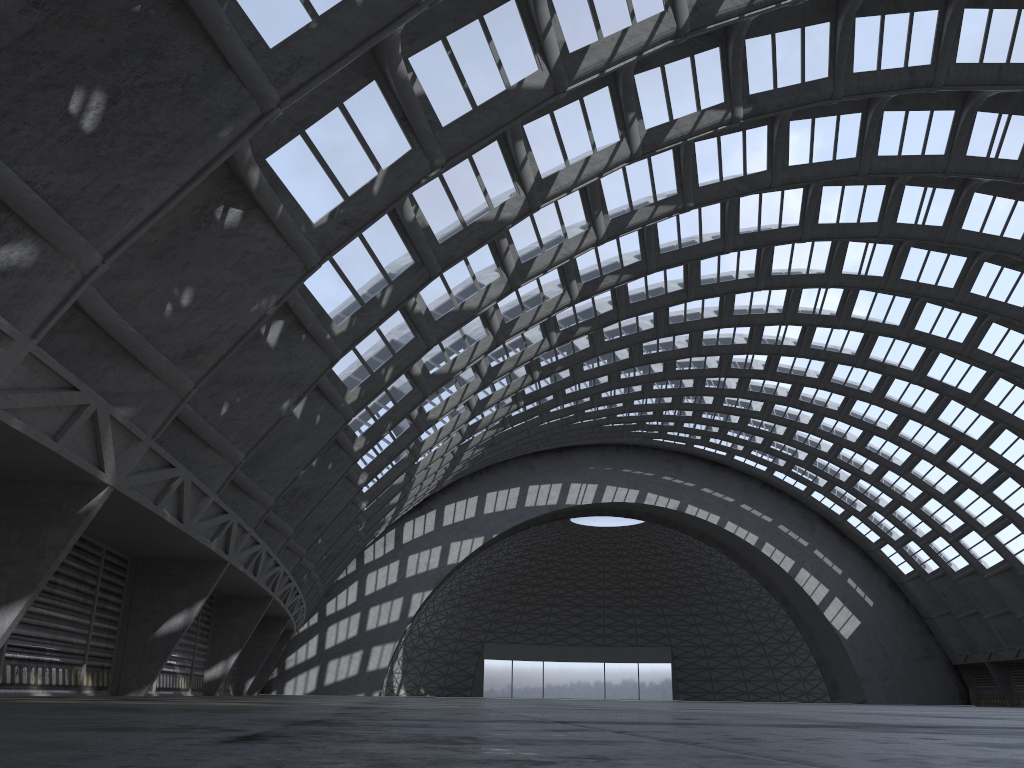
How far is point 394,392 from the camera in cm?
2619
